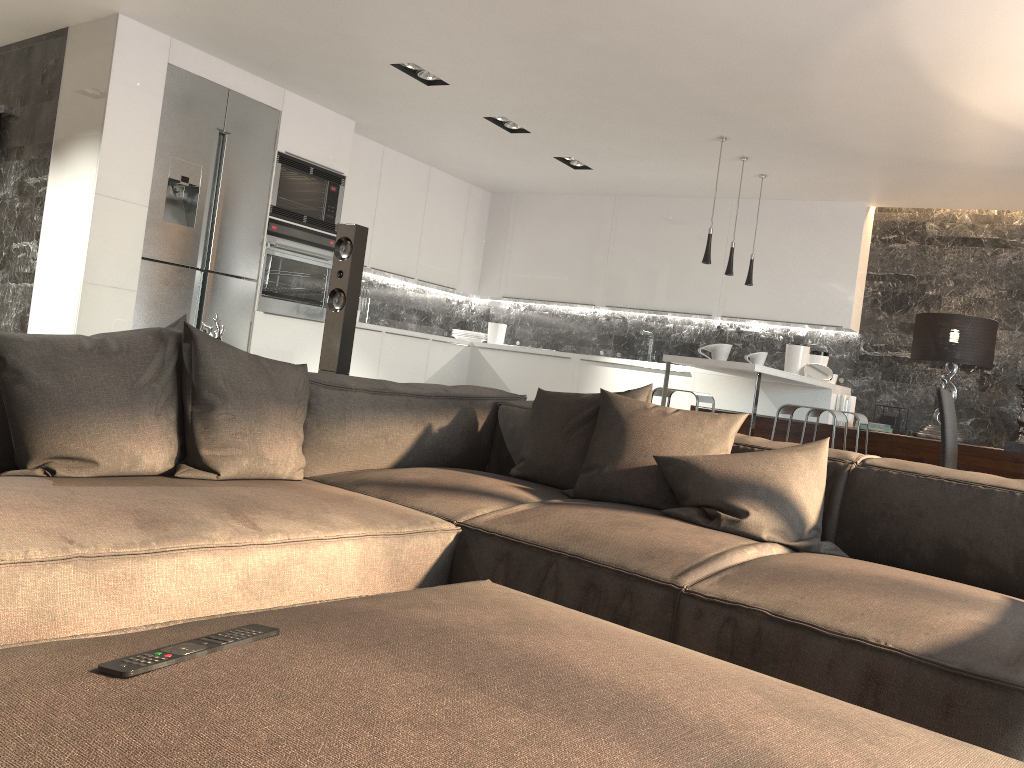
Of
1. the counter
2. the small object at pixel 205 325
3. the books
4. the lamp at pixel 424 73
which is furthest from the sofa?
the books

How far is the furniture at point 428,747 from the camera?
0.8m

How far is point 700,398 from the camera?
5.85m

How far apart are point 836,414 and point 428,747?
4.6 meters

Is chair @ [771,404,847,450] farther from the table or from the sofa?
the sofa

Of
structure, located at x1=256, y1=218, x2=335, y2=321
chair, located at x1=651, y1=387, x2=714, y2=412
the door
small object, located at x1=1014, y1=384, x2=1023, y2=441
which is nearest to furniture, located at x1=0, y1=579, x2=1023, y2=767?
chair, located at x1=651, y1=387, x2=714, y2=412

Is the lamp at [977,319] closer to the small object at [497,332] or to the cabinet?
the cabinet

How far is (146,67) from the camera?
5.4m

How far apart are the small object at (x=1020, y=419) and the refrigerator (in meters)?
5.47

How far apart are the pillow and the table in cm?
143
